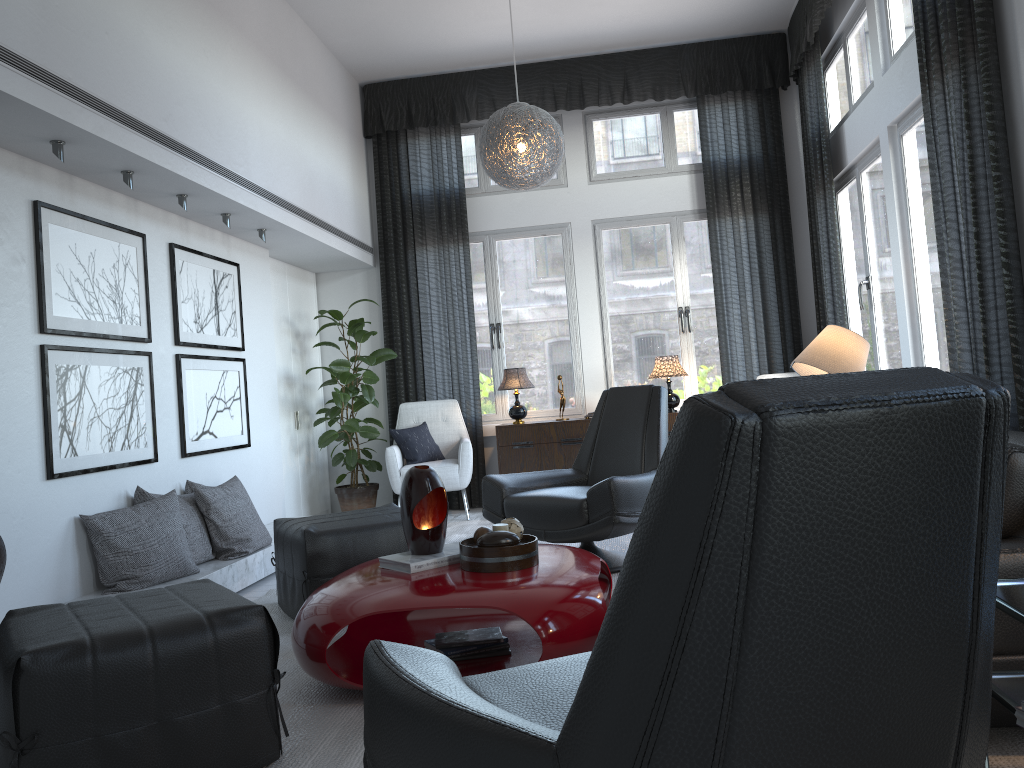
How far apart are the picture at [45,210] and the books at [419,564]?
1.7 meters

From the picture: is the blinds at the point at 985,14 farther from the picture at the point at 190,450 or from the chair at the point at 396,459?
the picture at the point at 190,450

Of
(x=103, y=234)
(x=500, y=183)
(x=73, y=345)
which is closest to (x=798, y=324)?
(x=500, y=183)

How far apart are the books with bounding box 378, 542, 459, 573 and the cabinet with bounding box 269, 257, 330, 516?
3.36m

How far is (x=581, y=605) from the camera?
2.5m

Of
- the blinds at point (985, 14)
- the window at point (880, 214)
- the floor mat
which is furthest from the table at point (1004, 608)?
the window at point (880, 214)

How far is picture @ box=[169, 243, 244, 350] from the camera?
4.52m

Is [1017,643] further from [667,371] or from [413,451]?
[413,451]

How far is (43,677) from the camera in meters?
1.8 m

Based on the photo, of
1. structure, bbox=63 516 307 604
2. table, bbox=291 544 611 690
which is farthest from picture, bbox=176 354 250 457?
table, bbox=291 544 611 690
